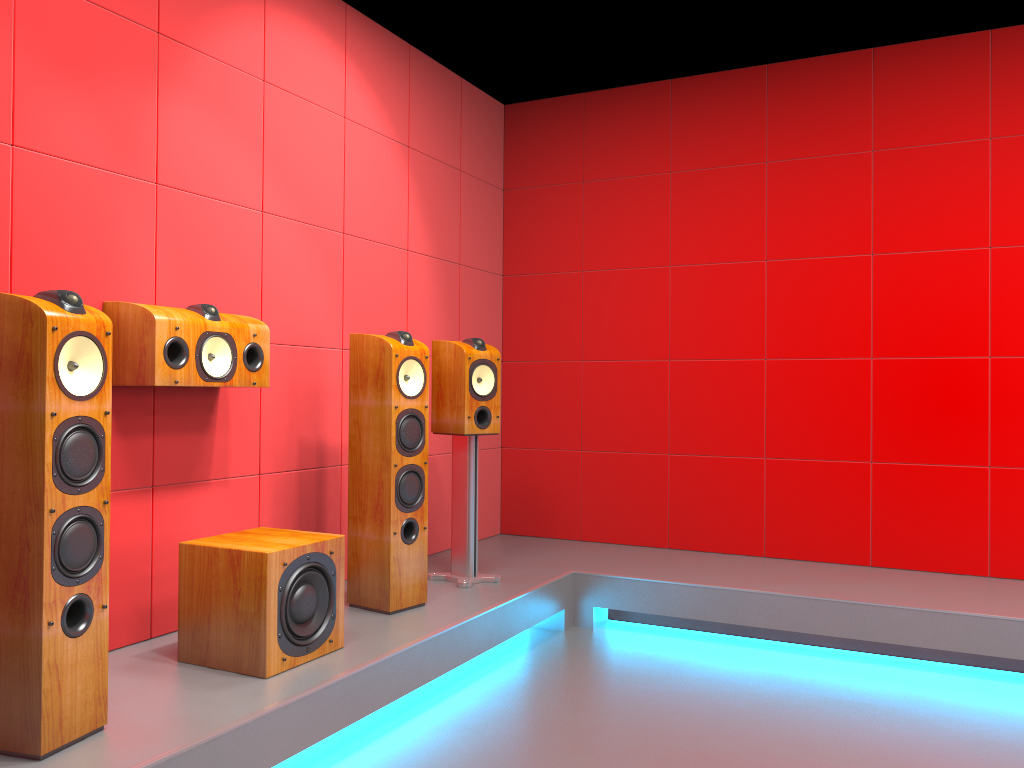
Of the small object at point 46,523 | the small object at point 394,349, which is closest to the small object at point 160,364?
the small object at point 394,349

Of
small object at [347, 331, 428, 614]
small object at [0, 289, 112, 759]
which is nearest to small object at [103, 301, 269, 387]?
small object at [347, 331, 428, 614]

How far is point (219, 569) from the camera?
2.60m

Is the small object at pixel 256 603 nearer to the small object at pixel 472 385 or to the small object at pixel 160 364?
the small object at pixel 160 364

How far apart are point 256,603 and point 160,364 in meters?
0.8

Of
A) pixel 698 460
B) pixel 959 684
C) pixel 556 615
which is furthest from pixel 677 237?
pixel 959 684

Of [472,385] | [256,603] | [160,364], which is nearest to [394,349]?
[472,385]

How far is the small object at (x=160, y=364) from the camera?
2.66m

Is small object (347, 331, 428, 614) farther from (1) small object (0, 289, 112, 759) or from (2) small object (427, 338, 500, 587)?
(1) small object (0, 289, 112, 759)

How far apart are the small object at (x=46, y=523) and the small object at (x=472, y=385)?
1.8 meters
